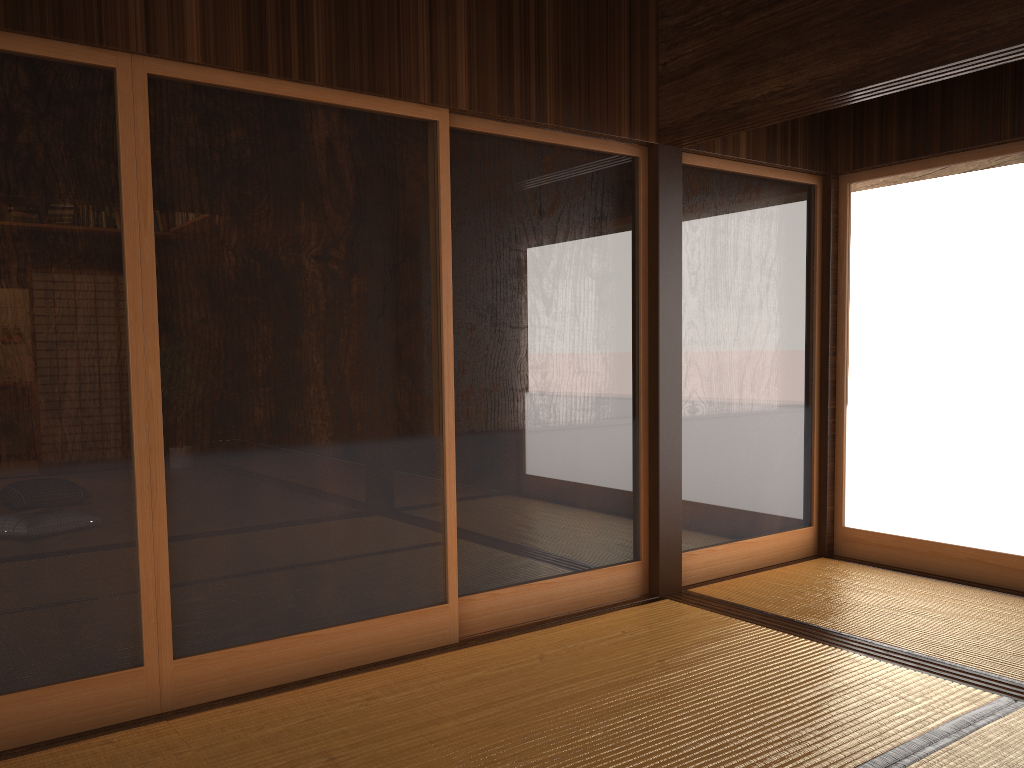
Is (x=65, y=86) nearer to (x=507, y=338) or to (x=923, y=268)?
(x=507, y=338)

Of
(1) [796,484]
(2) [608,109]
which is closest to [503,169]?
(2) [608,109]

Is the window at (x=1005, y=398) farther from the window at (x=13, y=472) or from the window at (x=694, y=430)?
the window at (x=13, y=472)

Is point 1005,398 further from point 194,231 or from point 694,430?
point 194,231

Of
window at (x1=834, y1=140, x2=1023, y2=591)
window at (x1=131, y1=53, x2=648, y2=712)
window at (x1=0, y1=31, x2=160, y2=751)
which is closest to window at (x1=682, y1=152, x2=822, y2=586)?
window at (x1=834, y1=140, x2=1023, y2=591)

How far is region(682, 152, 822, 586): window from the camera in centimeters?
426cm

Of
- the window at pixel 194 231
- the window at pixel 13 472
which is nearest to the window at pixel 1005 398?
the window at pixel 194 231

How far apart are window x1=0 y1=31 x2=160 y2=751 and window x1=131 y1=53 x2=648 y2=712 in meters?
0.0

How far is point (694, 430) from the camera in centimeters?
426cm

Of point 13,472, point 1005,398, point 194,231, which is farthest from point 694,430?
point 13,472
